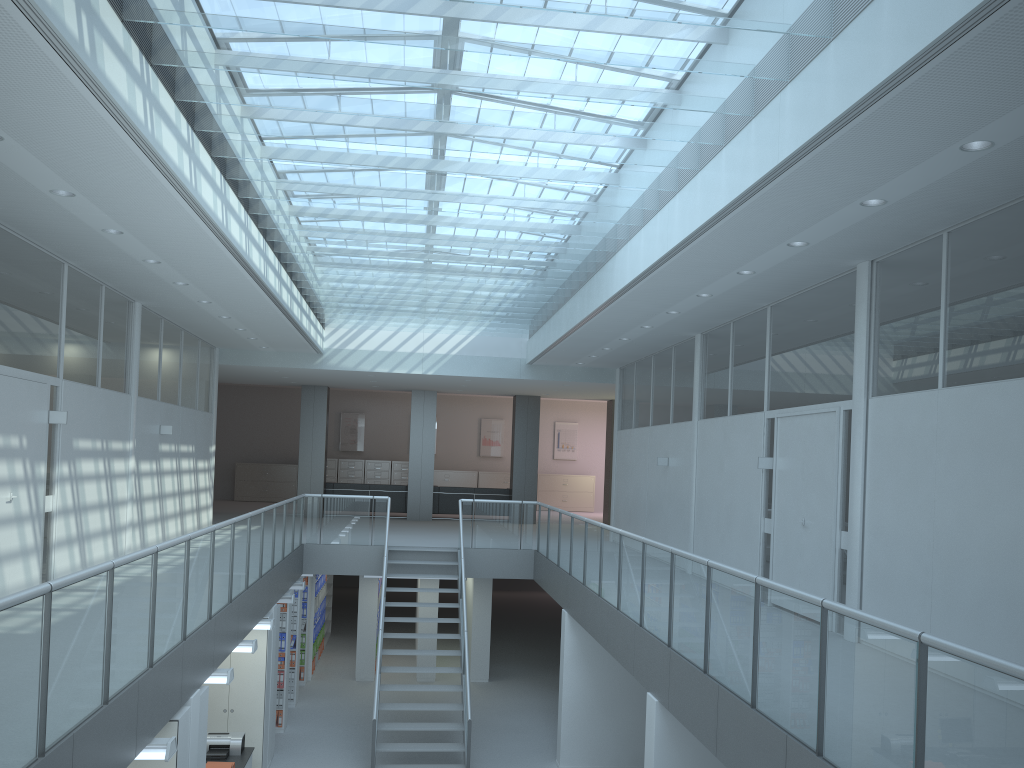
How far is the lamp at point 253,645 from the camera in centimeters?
817cm

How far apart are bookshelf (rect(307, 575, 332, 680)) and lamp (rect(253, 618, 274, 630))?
7.7 meters

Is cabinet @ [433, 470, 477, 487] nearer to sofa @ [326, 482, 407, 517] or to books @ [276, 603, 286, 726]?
sofa @ [326, 482, 407, 517]

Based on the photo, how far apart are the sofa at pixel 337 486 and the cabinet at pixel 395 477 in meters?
4.6 m

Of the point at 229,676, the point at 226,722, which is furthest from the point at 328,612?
the point at 229,676

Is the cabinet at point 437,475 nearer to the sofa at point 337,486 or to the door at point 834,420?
the sofa at point 337,486

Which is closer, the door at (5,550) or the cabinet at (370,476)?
the door at (5,550)

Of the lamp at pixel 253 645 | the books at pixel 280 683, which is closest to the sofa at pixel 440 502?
the books at pixel 280 683

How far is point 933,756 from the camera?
3.2 meters

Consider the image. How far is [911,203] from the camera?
5.63m
